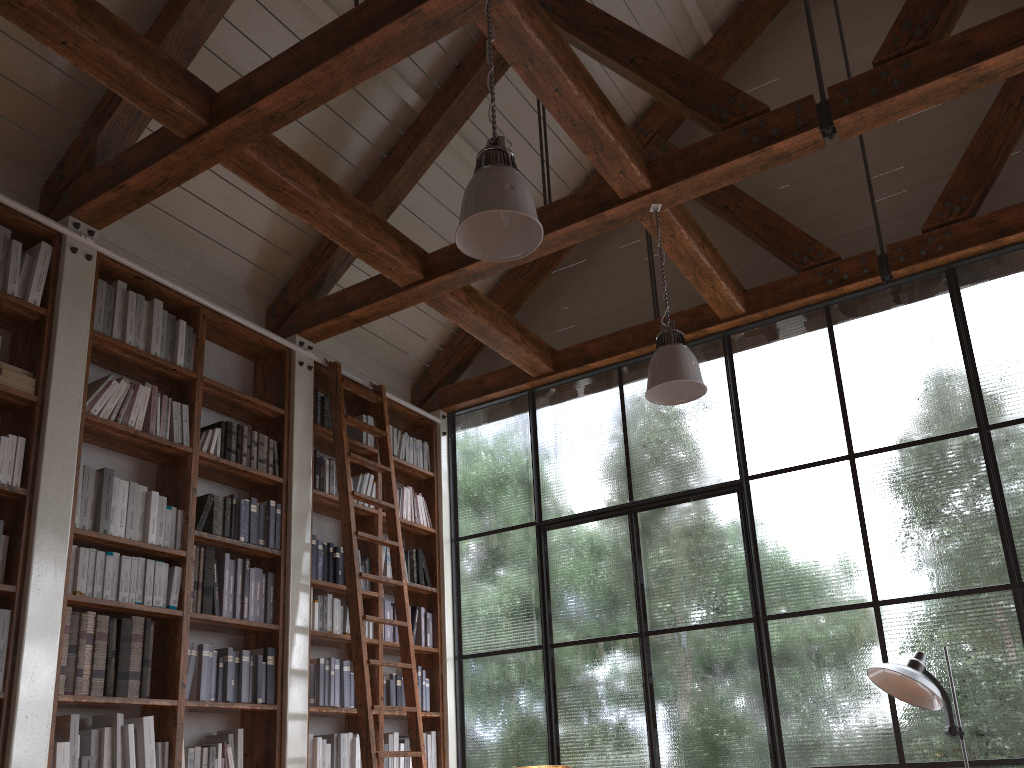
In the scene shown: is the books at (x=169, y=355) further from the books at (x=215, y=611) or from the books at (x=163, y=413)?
the books at (x=215, y=611)

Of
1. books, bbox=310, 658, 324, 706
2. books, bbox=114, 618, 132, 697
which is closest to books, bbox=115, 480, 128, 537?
books, bbox=114, 618, 132, 697

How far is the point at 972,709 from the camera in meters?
4.4 m

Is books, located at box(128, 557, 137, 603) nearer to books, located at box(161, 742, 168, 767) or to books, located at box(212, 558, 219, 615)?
books, located at box(212, 558, 219, 615)

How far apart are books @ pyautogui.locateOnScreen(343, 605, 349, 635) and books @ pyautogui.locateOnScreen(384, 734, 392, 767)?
0.7 meters

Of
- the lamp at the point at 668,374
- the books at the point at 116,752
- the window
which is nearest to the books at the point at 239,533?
the books at the point at 116,752

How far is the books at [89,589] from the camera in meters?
3.9

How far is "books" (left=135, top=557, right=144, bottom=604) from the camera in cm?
412

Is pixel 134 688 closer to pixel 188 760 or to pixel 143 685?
pixel 143 685

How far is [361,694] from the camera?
4.67m
